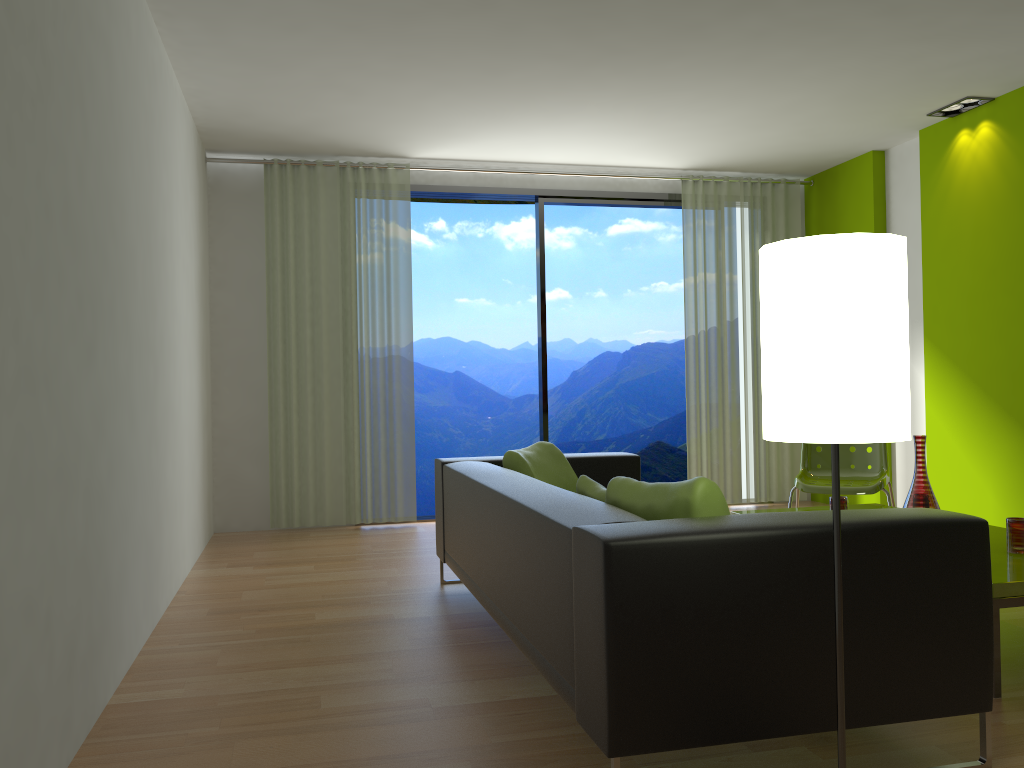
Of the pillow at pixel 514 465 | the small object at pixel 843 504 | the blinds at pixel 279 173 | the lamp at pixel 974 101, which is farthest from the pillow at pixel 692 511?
the lamp at pixel 974 101

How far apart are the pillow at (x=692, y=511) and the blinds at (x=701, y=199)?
4.4m

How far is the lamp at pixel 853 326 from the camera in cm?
167

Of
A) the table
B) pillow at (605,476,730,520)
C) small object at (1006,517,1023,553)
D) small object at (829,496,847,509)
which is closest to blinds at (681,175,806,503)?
small object at (829,496,847,509)

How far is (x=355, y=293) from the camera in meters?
6.3

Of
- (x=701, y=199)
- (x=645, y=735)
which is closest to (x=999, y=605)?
(x=645, y=735)

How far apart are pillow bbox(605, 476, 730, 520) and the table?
1.0 meters

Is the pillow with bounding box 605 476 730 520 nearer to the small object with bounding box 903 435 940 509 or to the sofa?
the sofa

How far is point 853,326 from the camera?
1.7 meters

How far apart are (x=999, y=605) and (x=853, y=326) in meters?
1.5 m
